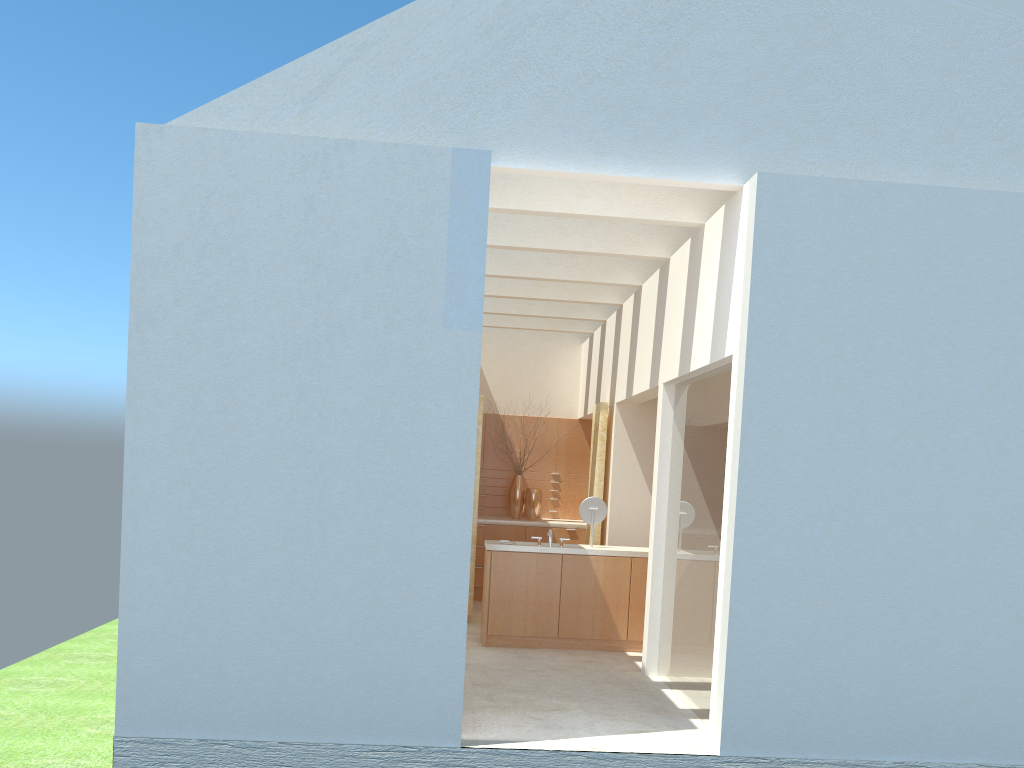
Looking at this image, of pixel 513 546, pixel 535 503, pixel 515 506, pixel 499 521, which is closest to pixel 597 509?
pixel 513 546

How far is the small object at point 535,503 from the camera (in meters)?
26.52

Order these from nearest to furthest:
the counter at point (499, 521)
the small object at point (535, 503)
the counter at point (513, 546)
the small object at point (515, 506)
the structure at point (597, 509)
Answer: the counter at point (513, 546) → the structure at point (597, 509) → the counter at point (499, 521) → the small object at point (535, 503) → the small object at point (515, 506)

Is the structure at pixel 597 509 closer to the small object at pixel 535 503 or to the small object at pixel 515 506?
the small object at pixel 535 503

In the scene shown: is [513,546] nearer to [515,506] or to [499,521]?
[499,521]

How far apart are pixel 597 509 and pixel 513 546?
2.1m

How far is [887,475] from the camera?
12.4 meters

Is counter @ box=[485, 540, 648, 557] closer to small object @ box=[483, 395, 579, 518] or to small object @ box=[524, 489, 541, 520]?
small object @ box=[524, 489, 541, 520]

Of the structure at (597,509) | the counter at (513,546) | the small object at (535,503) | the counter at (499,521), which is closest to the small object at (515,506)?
the small object at (535,503)

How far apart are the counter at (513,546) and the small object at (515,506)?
6.7m
